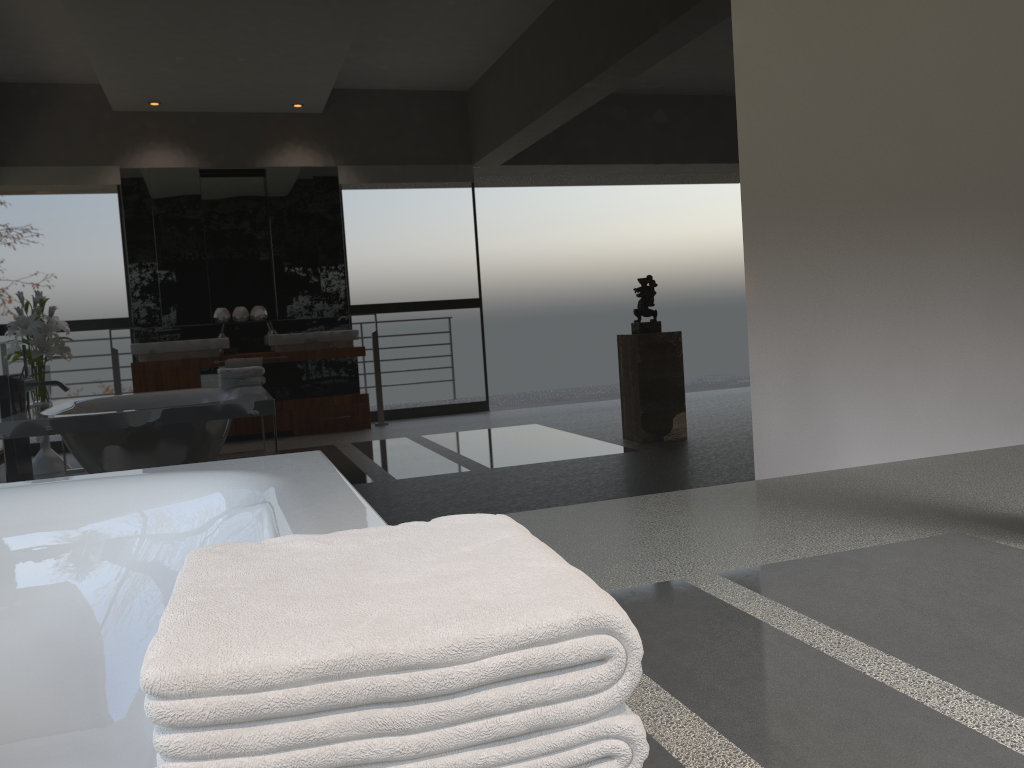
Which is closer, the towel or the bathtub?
the towel

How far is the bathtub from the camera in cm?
175

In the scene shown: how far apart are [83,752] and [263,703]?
1.53m

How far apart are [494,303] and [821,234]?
1.68m

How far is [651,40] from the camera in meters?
3.9

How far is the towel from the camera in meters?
0.5

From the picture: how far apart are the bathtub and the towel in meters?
0.6
